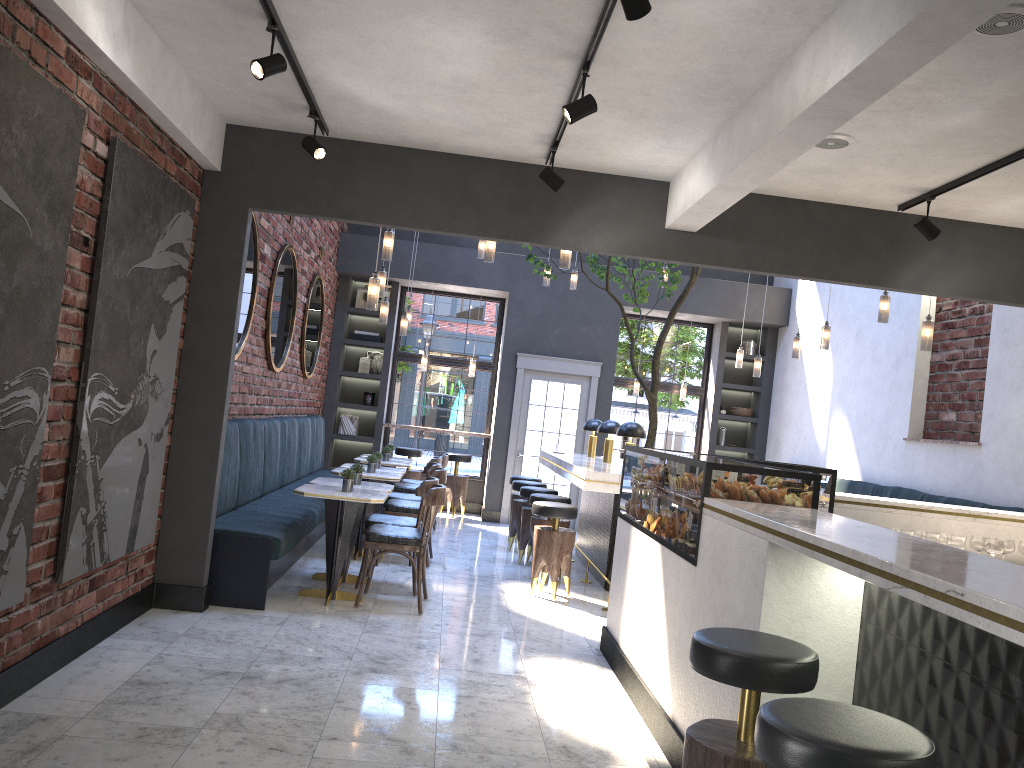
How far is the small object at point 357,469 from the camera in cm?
670

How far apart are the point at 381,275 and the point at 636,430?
2.65m

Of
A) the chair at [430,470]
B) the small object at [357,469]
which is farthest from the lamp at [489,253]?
the chair at [430,470]

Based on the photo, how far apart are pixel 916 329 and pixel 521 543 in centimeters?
430cm

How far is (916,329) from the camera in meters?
8.5 m

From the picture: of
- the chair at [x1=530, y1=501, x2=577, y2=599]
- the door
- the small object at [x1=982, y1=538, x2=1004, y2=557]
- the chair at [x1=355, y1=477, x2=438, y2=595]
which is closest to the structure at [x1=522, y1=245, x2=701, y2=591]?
the chair at [x1=530, y1=501, x2=577, y2=599]

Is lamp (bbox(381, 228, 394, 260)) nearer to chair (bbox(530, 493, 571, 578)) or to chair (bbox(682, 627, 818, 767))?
chair (bbox(530, 493, 571, 578))

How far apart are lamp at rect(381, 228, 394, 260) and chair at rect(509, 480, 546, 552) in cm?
319

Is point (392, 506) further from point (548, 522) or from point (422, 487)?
point (548, 522)

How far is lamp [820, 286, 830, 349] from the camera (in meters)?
8.22
